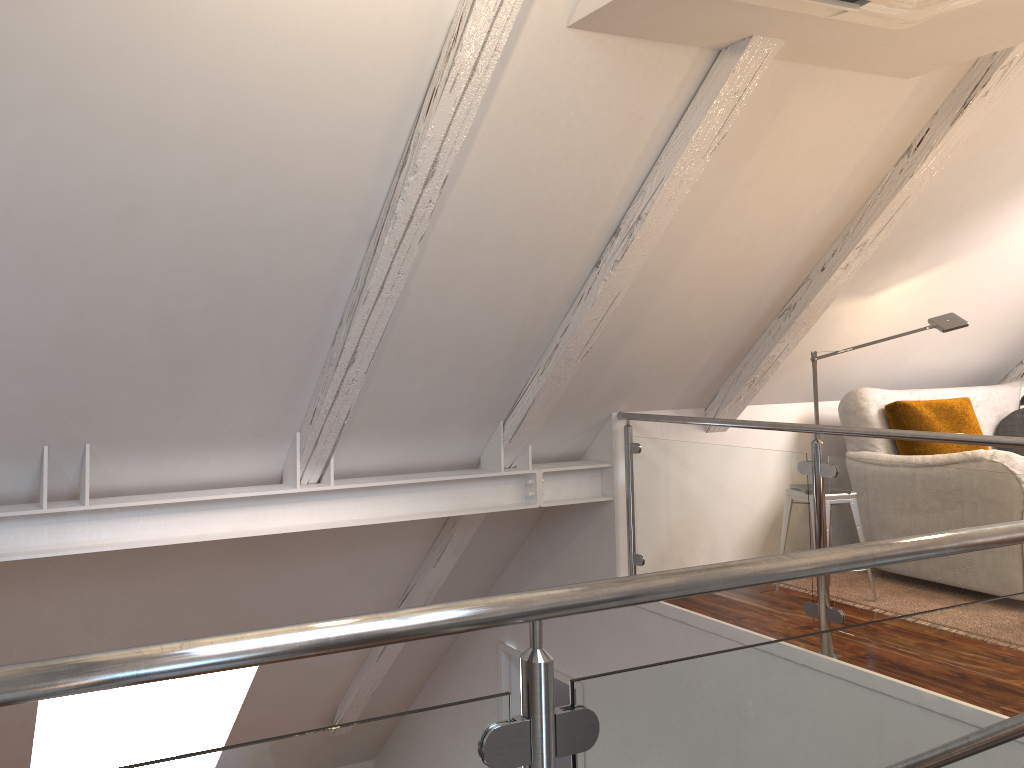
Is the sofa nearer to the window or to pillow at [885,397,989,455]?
pillow at [885,397,989,455]

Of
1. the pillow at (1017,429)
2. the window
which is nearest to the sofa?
the pillow at (1017,429)

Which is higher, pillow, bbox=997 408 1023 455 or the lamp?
the lamp

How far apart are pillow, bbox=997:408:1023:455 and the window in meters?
5.0 m

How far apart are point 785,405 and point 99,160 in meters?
3.4 m

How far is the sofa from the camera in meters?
3.6

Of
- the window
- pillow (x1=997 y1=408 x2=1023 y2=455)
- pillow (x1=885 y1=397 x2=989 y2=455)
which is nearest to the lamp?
pillow (x1=885 y1=397 x2=989 y2=455)

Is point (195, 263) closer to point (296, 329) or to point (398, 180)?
point (296, 329)

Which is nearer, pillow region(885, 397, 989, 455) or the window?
pillow region(885, 397, 989, 455)

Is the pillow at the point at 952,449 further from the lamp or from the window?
the window
